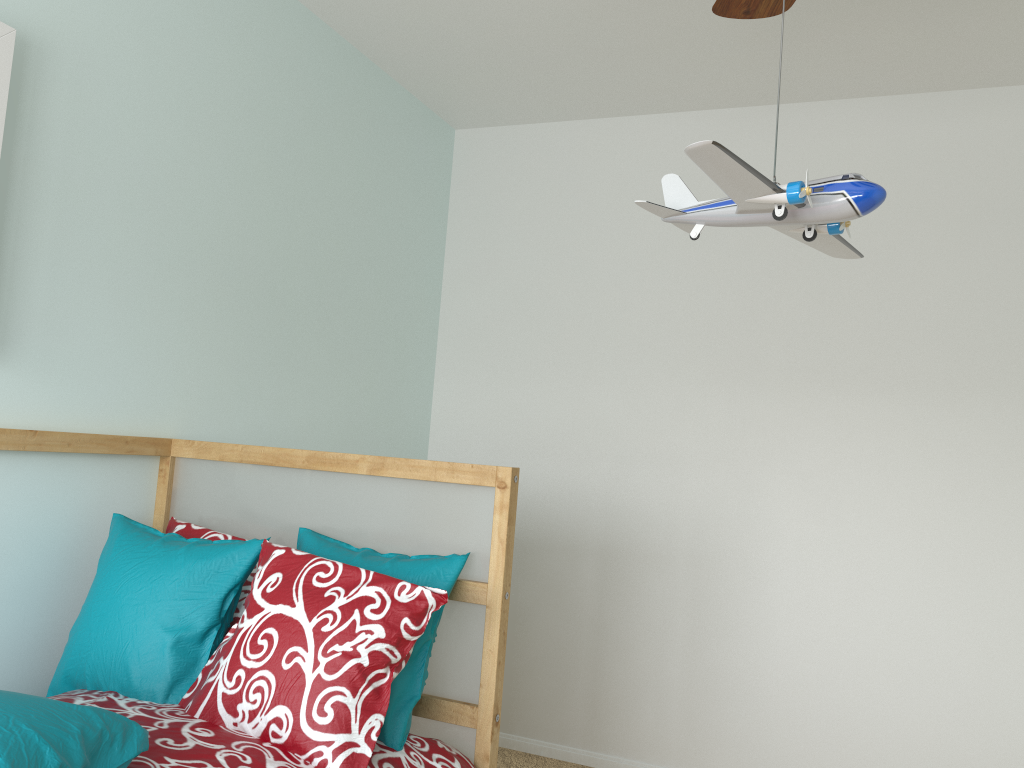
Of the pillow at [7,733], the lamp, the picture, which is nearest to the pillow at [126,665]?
the pillow at [7,733]

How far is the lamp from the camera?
1.09m

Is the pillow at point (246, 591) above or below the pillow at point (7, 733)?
above

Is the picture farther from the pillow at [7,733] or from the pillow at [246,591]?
the pillow at [7,733]

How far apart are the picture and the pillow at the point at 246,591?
0.9m

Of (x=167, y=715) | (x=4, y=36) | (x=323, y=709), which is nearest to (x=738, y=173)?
(x=323, y=709)

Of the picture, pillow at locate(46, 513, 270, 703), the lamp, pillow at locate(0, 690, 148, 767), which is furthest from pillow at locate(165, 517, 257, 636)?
the lamp

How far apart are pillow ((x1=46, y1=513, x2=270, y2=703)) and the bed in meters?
0.0 m

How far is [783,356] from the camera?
2.8m

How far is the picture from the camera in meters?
1.6
